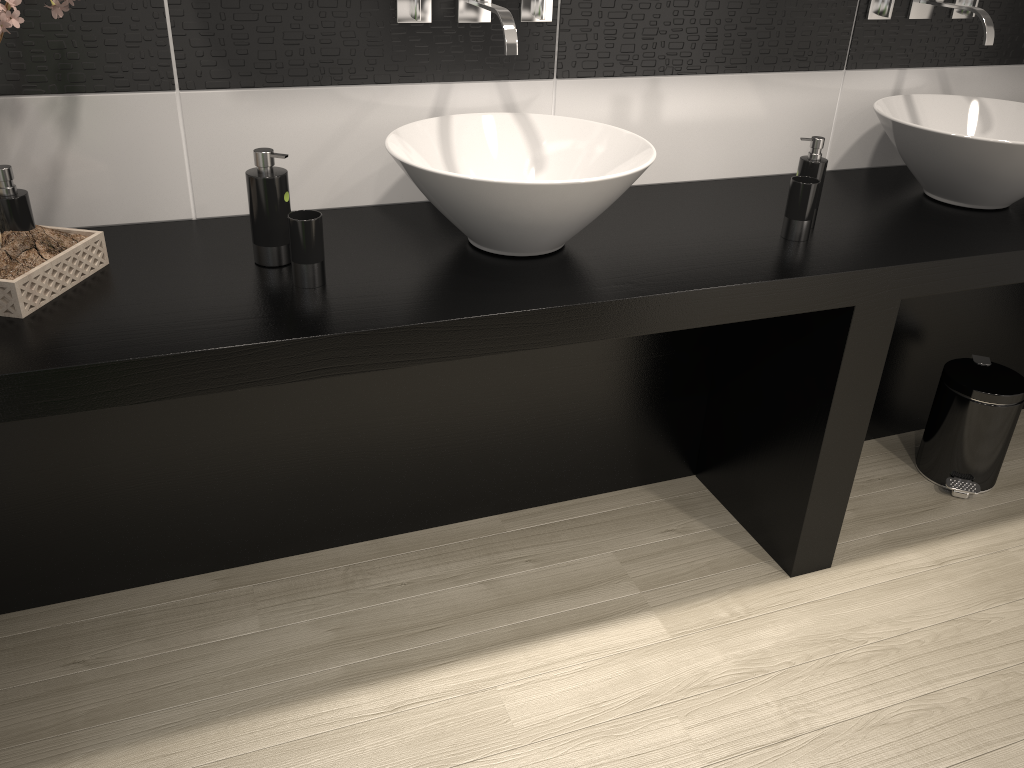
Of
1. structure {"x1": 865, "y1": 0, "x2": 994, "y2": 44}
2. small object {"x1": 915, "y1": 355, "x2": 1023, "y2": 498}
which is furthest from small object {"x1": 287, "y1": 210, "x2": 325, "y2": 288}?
Result: small object {"x1": 915, "y1": 355, "x2": 1023, "y2": 498}

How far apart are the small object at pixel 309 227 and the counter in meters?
0.0 m

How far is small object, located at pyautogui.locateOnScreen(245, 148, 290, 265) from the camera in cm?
166

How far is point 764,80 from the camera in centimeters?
232cm

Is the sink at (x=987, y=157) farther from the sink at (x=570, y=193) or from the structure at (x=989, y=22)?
the sink at (x=570, y=193)

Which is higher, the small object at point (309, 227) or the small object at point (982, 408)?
the small object at point (309, 227)

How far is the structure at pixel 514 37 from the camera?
1.8m

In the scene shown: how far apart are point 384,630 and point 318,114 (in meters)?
1.18

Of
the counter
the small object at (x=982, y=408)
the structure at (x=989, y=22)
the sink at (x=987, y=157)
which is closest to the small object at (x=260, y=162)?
the counter

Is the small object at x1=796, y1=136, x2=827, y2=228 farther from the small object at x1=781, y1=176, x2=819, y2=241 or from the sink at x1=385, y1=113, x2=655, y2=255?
the sink at x1=385, y1=113, x2=655, y2=255
